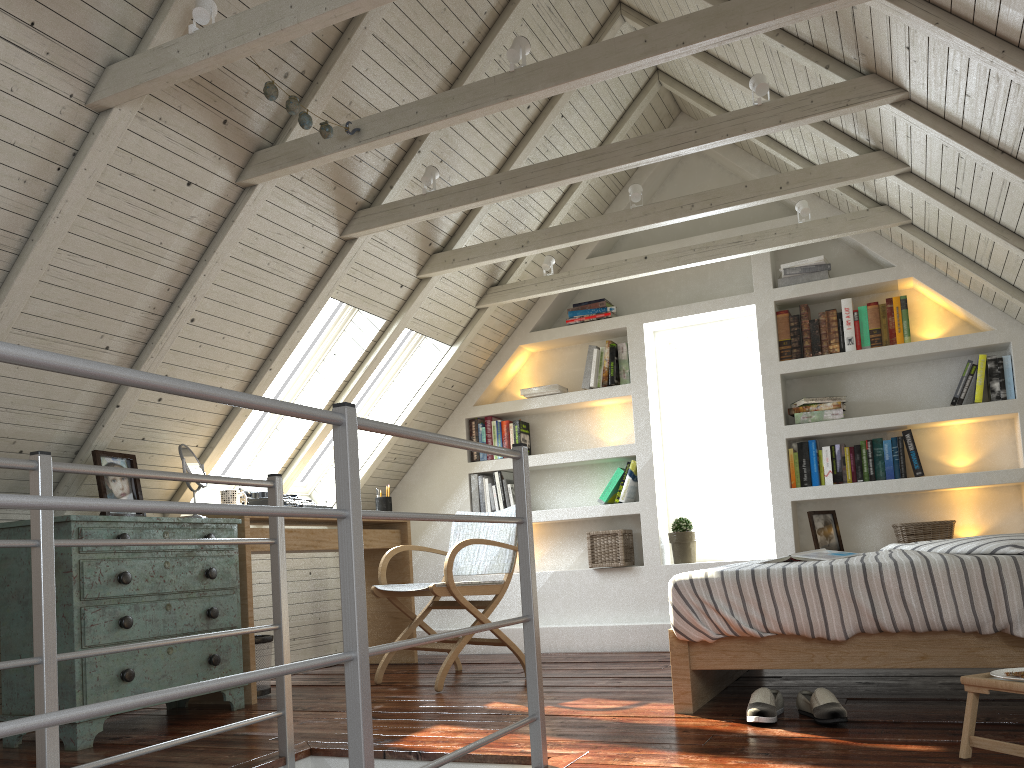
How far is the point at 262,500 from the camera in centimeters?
404cm

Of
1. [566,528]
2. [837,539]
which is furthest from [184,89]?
[837,539]

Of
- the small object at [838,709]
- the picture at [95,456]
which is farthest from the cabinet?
the small object at [838,709]

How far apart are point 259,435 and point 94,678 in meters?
1.7

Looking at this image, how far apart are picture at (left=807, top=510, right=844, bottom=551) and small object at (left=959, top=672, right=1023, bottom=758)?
2.3m

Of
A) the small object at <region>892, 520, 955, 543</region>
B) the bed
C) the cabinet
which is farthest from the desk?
the small object at <region>892, 520, 955, 543</region>

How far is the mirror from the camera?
3.5 meters

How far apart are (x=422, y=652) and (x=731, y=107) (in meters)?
3.38

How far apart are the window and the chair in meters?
0.9

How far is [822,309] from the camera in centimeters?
470cm
